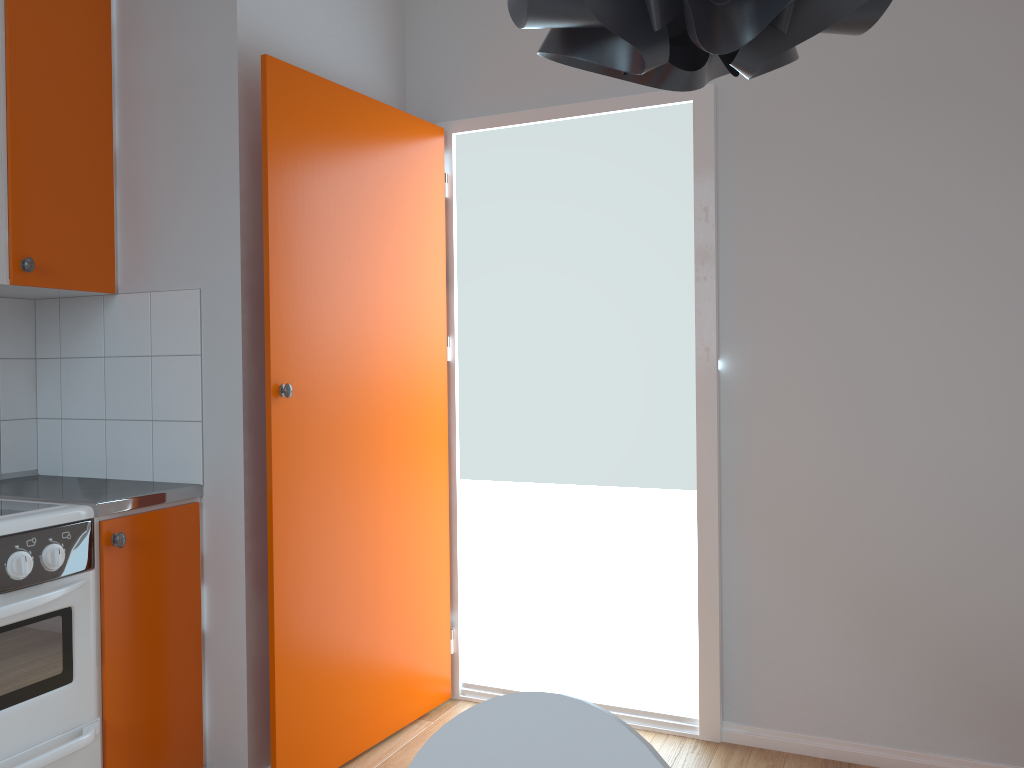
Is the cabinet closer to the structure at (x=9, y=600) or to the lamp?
the structure at (x=9, y=600)

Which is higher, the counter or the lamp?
the lamp

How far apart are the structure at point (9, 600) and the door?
0.4m

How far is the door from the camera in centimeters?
241cm

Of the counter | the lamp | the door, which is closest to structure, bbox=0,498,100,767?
the counter

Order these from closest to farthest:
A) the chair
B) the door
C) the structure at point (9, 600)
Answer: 1. the chair
2. the structure at point (9, 600)
3. the door

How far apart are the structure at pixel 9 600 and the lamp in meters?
1.9

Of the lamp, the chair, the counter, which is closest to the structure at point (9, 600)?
the counter

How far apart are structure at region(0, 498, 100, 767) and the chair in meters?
1.3

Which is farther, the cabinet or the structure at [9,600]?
the cabinet
